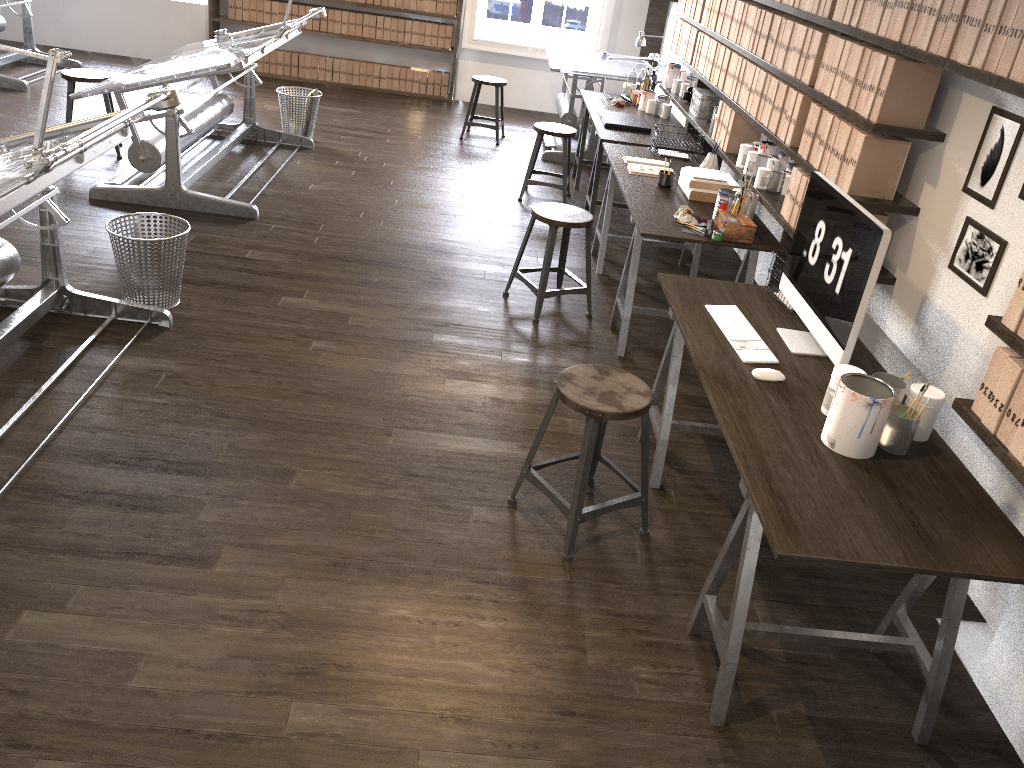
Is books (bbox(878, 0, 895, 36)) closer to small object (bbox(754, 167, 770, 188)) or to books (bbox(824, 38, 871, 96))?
books (bbox(824, 38, 871, 96))

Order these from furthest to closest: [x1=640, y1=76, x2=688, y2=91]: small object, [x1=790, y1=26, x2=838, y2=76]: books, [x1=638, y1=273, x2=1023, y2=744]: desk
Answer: [x1=640, y1=76, x2=688, y2=91]: small object < [x1=790, y1=26, x2=838, y2=76]: books < [x1=638, y1=273, x2=1023, y2=744]: desk

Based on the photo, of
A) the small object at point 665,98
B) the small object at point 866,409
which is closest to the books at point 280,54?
the small object at point 665,98

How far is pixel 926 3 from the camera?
2.8 meters

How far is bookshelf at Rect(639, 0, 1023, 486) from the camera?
2.2 meters

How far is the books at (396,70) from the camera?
8.9m

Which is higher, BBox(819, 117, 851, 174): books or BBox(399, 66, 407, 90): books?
BBox(819, 117, 851, 174): books

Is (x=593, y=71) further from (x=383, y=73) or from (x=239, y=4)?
(x=239, y=4)

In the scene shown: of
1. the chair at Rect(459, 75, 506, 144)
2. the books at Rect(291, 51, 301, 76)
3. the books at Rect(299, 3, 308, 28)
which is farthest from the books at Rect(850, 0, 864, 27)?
the books at Rect(291, 51, 301, 76)

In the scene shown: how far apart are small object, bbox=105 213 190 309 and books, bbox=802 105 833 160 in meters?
2.7 m
